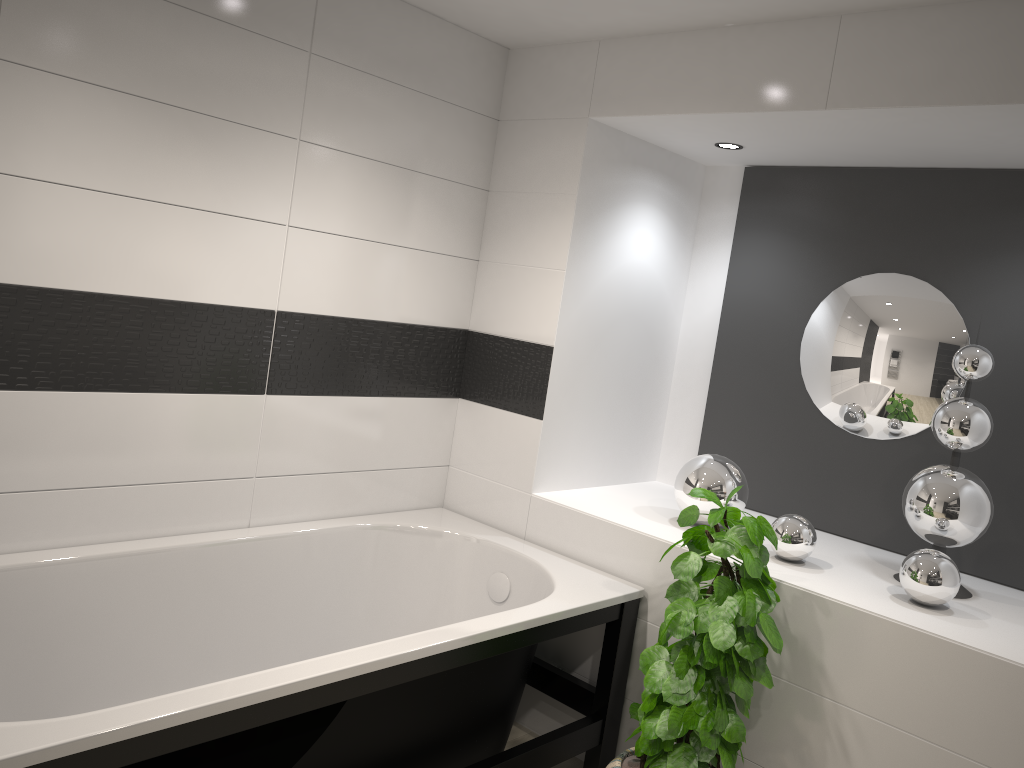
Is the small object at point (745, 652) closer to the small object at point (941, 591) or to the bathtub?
the bathtub

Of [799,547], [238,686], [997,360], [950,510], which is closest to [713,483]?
[799,547]

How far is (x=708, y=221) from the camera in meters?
3.8

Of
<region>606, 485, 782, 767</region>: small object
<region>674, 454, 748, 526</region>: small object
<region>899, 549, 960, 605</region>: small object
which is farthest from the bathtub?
<region>899, 549, 960, 605</region>: small object

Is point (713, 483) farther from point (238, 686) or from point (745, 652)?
point (238, 686)

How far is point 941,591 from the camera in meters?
2.5 m

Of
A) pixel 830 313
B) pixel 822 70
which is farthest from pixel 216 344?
pixel 830 313

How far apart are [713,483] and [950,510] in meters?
0.7 m

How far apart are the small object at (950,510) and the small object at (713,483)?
0.5m

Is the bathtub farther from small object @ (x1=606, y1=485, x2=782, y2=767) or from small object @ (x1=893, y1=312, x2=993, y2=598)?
small object @ (x1=893, y1=312, x2=993, y2=598)
